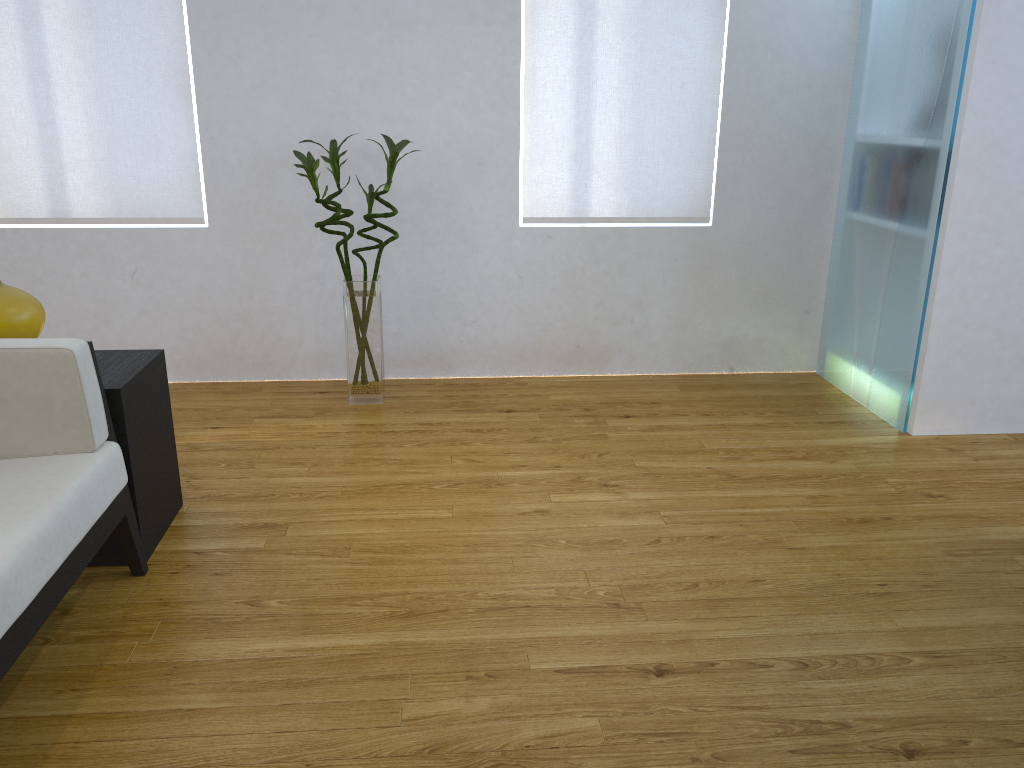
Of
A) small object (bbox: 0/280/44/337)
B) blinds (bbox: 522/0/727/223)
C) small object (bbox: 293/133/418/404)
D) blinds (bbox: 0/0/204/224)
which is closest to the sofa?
small object (bbox: 0/280/44/337)

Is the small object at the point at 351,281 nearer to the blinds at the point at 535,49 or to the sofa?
the blinds at the point at 535,49

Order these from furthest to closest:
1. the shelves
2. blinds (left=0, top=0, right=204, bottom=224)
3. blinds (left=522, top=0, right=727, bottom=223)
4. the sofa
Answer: blinds (left=522, top=0, right=727, bottom=223)
blinds (left=0, top=0, right=204, bottom=224)
the shelves
the sofa

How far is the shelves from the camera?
2.1m

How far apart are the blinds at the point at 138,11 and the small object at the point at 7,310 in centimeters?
130cm

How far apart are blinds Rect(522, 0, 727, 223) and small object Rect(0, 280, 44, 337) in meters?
1.9

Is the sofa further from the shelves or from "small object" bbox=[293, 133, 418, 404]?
"small object" bbox=[293, 133, 418, 404]

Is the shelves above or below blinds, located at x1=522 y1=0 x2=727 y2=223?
below

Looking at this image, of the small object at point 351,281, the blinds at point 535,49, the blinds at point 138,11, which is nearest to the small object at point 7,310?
the small object at point 351,281

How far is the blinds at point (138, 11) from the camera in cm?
318
